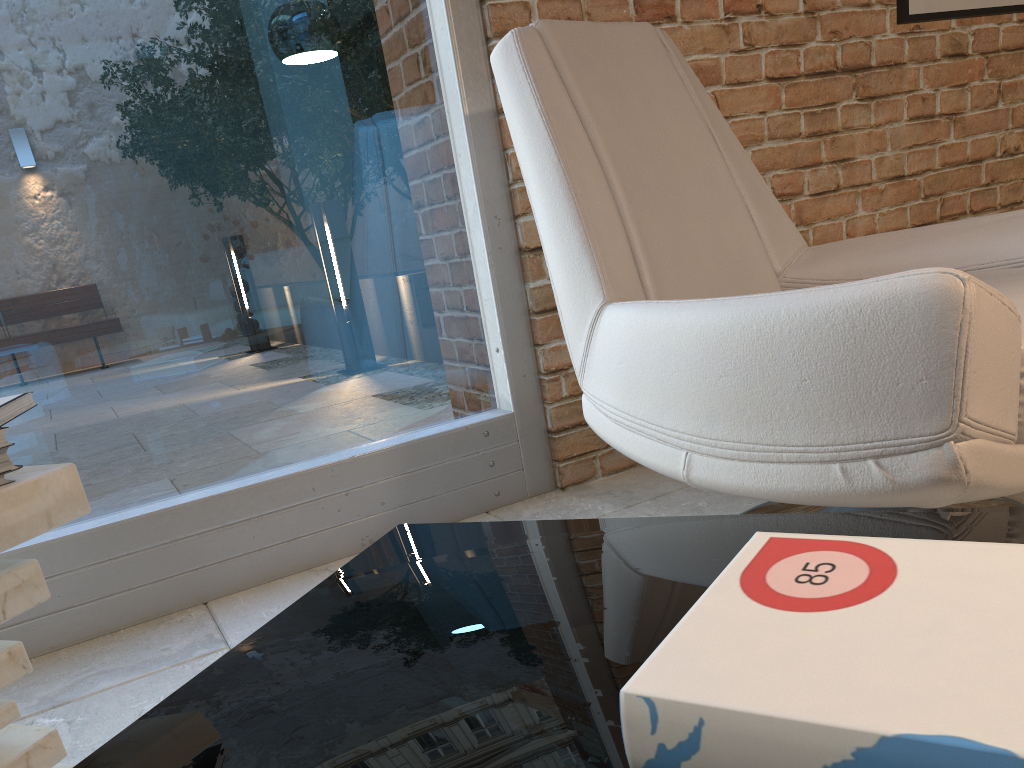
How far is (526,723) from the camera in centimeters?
56cm

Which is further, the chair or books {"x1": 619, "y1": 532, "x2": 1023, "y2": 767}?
the chair

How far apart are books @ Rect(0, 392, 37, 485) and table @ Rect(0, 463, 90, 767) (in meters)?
0.01

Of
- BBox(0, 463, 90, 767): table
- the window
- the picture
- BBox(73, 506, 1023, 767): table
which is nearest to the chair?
BBox(73, 506, 1023, 767): table

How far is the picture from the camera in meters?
2.5 m

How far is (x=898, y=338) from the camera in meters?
1.0 m

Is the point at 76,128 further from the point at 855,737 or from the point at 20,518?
the point at 855,737

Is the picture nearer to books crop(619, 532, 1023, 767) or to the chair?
the chair

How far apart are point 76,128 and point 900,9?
2.2m

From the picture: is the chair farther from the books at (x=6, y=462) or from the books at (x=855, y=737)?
the books at (x=6, y=462)
